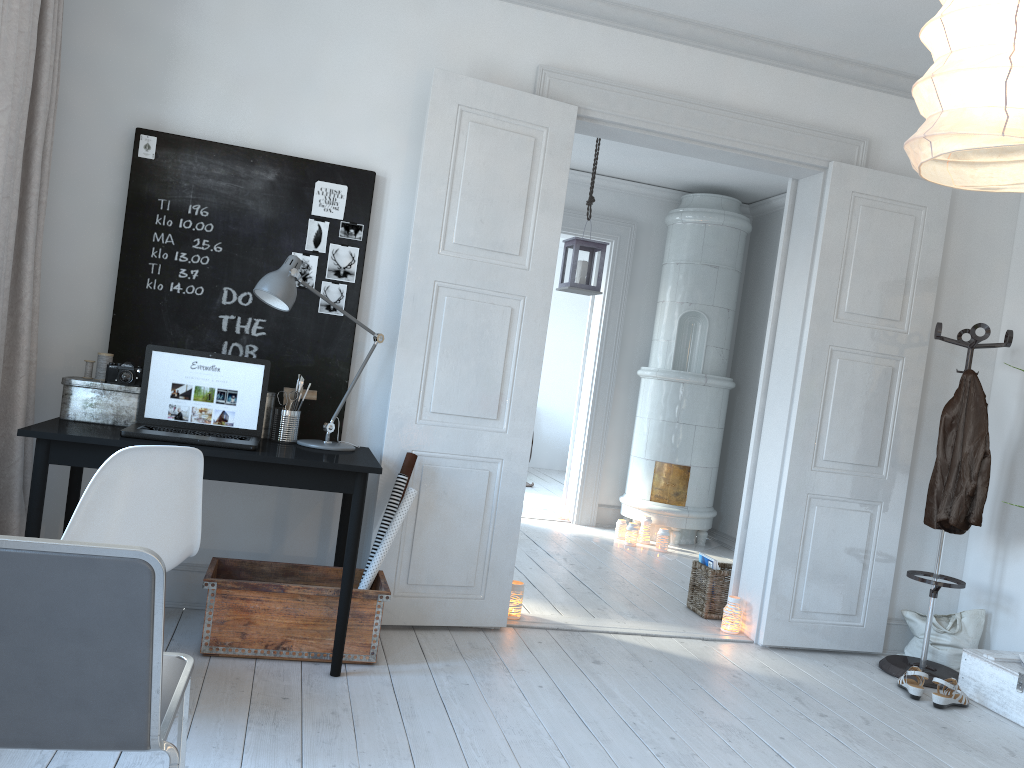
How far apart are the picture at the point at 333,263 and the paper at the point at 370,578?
0.9m

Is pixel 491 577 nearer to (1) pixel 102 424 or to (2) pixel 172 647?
(2) pixel 172 647

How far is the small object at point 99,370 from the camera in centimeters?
332cm

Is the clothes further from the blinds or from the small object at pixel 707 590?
the blinds

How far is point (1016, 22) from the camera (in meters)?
1.37

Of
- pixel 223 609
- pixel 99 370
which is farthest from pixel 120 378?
pixel 223 609

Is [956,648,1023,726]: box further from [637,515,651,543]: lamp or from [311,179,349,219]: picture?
[311,179,349,219]: picture

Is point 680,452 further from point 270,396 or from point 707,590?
point 270,396

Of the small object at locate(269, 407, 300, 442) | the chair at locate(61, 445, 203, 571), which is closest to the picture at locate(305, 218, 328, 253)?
the small object at locate(269, 407, 300, 442)

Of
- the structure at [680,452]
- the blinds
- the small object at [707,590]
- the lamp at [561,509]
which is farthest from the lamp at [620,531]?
the blinds
